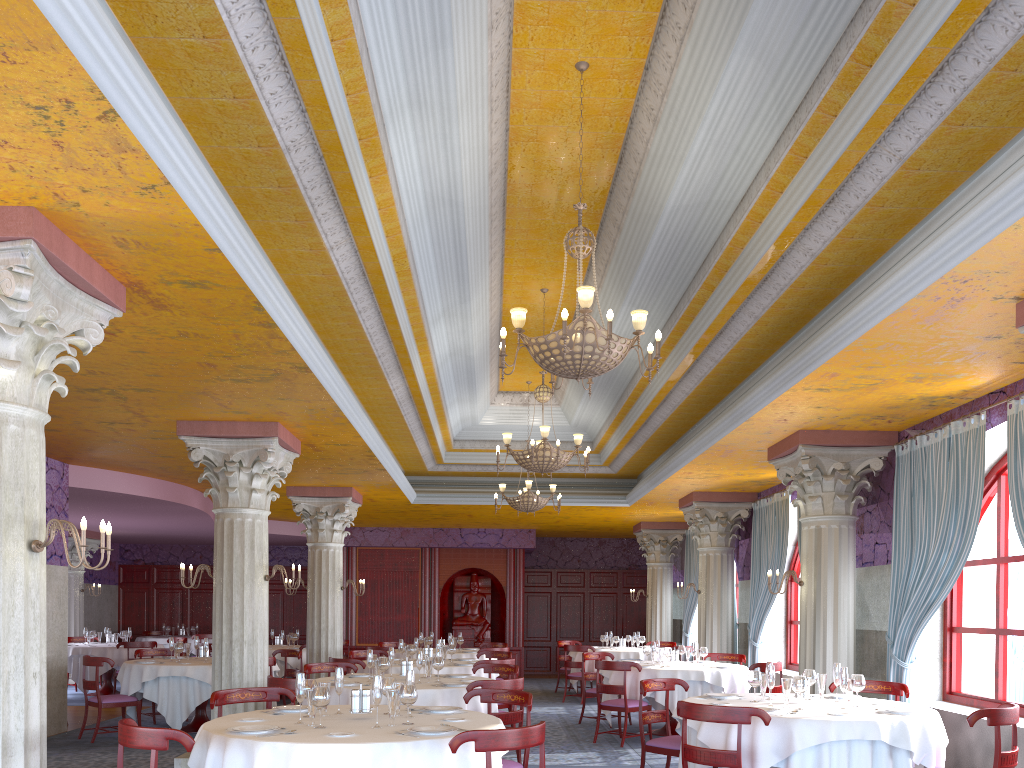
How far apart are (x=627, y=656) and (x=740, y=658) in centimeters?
313cm

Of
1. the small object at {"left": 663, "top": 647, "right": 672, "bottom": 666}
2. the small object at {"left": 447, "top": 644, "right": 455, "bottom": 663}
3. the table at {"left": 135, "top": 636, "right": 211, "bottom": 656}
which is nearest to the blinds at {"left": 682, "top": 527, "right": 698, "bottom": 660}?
the small object at {"left": 663, "top": 647, "right": 672, "bottom": 666}

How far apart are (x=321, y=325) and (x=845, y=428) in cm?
553

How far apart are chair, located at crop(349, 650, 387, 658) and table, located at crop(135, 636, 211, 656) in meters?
9.0

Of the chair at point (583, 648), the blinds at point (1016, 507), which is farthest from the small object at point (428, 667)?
the chair at point (583, 648)

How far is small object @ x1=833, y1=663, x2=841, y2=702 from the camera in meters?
6.9 m

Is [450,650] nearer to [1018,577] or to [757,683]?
[757,683]

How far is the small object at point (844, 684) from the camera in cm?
637

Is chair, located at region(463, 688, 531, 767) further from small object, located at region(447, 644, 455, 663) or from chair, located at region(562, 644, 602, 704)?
chair, located at region(562, 644, 602, 704)

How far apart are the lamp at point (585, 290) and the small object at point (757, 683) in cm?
279
